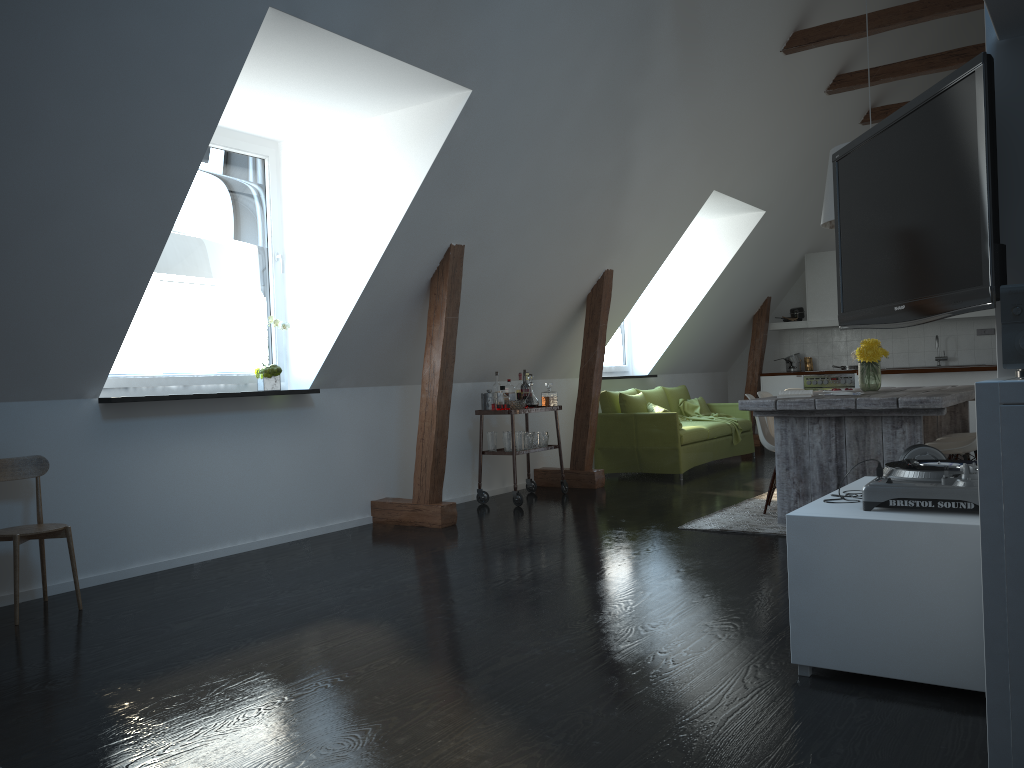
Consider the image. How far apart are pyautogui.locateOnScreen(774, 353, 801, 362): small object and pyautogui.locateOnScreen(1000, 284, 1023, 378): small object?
9.53m

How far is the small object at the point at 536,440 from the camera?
7.1 meters

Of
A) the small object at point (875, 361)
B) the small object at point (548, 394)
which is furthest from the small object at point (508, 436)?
the small object at point (875, 361)

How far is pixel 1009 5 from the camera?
2.15m

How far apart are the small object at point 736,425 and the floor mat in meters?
2.6

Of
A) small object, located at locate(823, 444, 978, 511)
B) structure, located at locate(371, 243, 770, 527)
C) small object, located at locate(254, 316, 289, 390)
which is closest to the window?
small object, located at locate(254, 316, 289, 390)

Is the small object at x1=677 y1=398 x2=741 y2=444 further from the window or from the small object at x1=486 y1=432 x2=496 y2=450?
the small object at x1=486 y1=432 x2=496 y2=450

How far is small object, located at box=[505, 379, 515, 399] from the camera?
7.2 meters

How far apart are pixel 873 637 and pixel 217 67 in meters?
3.3 m

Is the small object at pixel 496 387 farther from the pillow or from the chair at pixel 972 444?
the chair at pixel 972 444
